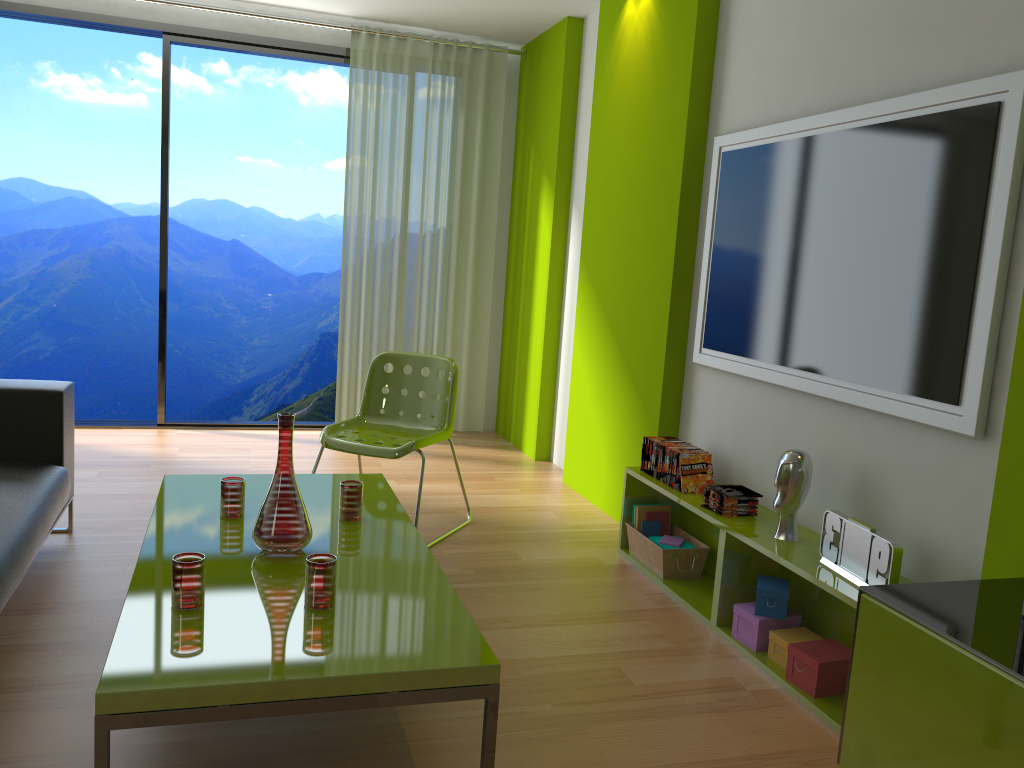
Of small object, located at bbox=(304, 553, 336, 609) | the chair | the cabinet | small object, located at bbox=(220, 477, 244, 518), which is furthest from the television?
small object, located at bbox=(220, 477, 244, 518)

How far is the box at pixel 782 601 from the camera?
2.9m

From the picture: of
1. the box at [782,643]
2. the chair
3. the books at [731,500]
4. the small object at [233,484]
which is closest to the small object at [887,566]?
the box at [782,643]

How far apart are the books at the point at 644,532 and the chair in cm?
94

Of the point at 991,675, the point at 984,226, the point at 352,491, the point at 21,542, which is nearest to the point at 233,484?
the point at 352,491

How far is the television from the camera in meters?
2.3 m

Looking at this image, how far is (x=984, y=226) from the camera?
2.3 meters

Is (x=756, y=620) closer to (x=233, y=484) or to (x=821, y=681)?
(x=821, y=681)

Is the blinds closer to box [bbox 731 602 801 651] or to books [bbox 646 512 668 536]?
books [bbox 646 512 668 536]

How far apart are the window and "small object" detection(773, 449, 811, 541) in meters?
3.8 m
